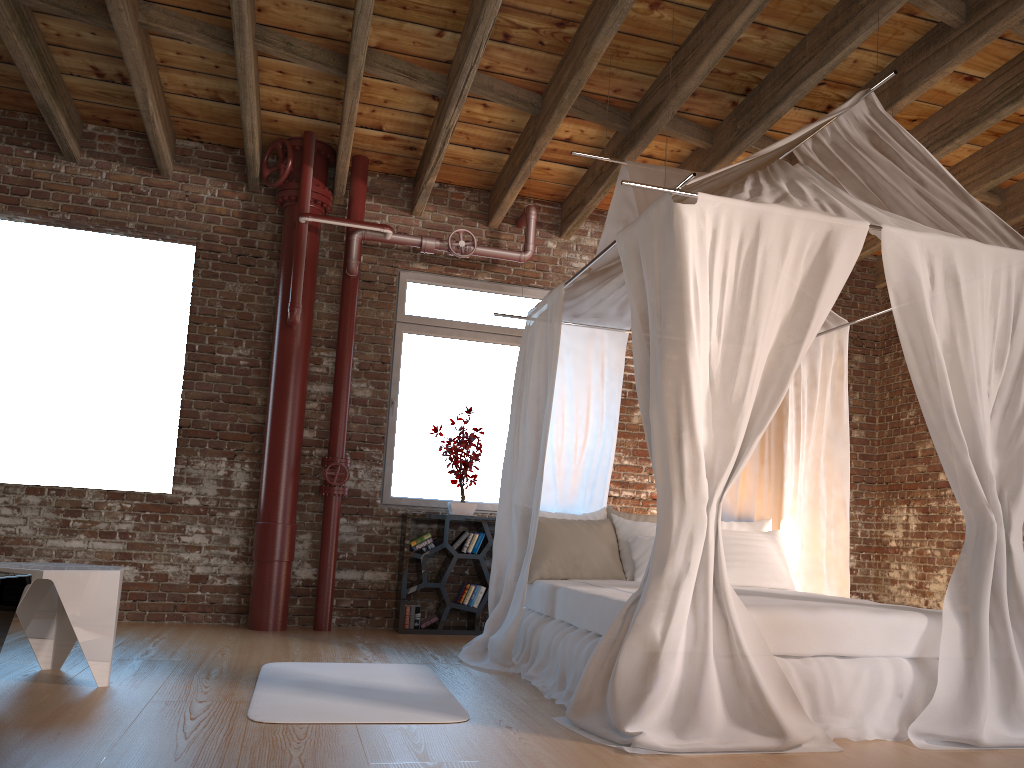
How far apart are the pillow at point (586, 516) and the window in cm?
139

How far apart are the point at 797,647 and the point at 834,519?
1.9m

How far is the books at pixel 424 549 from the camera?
6.2m

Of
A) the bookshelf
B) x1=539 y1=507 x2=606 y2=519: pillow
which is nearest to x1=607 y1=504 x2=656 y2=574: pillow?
x1=539 y1=507 x2=606 y2=519: pillow

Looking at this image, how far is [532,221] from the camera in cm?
664

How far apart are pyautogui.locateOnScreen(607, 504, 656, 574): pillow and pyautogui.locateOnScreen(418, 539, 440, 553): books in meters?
1.4 m

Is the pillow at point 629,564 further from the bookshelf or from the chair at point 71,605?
the chair at point 71,605

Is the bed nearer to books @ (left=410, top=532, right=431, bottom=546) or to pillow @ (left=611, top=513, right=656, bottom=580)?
pillow @ (left=611, top=513, right=656, bottom=580)

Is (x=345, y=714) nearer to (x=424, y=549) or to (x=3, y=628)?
(x=3, y=628)

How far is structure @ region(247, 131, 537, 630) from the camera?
5.9 meters
